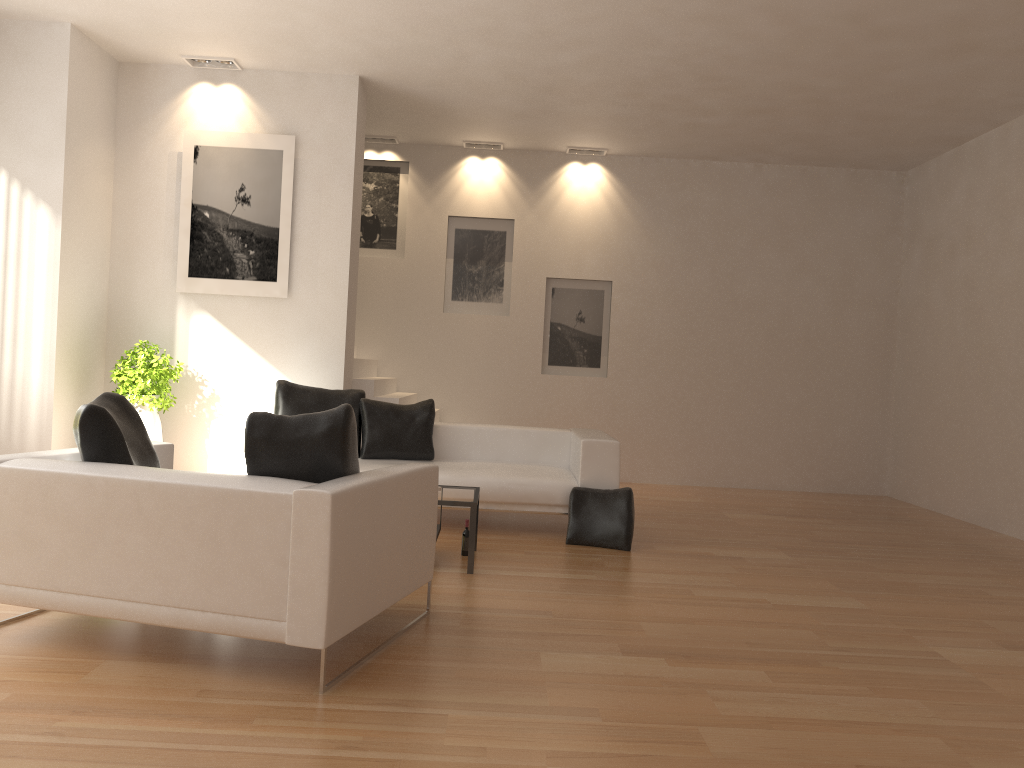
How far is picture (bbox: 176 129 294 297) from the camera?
7.8 meters

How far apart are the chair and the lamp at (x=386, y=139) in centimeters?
624cm

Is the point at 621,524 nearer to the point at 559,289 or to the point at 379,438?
the point at 379,438

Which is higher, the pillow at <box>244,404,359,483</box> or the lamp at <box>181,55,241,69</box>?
the lamp at <box>181,55,241,69</box>

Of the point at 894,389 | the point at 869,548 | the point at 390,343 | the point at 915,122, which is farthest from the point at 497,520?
the point at 894,389

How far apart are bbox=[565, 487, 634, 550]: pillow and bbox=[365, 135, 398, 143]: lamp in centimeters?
540cm

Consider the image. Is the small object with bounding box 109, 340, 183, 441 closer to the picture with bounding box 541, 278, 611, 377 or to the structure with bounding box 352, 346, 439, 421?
the structure with bounding box 352, 346, 439, 421

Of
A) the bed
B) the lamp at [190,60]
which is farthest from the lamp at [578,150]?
the bed

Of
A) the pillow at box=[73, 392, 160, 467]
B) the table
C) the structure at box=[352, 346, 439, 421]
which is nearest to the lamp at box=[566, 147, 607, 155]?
the structure at box=[352, 346, 439, 421]

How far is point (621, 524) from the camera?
6.2m
